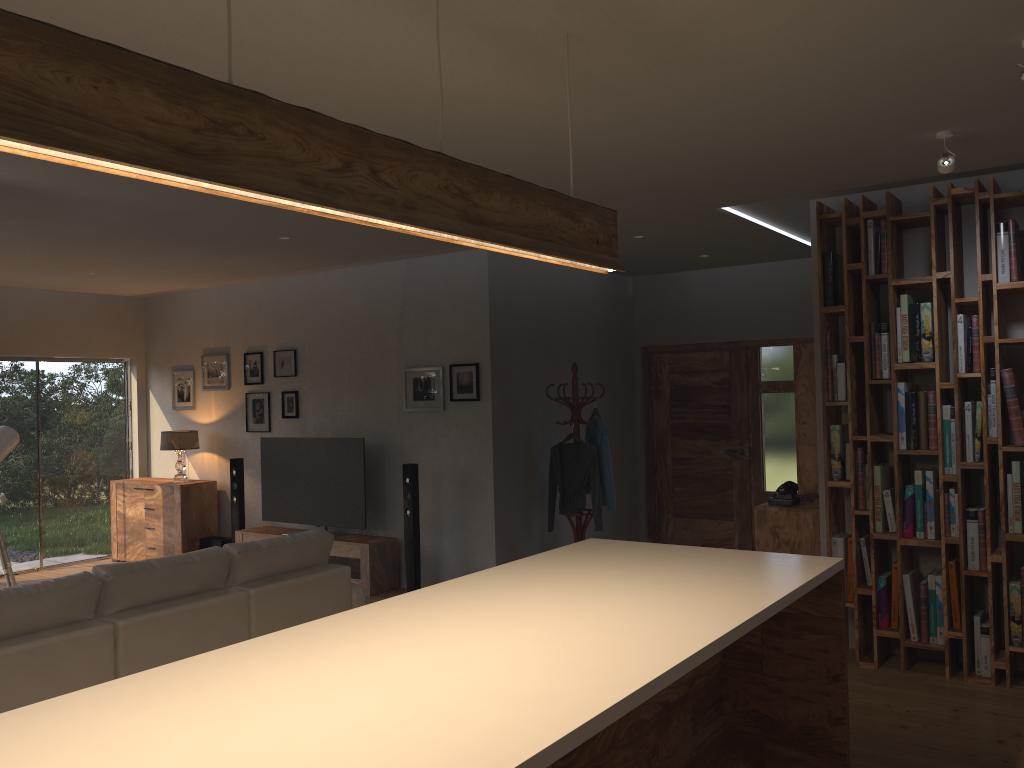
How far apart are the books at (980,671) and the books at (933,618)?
0.2 meters

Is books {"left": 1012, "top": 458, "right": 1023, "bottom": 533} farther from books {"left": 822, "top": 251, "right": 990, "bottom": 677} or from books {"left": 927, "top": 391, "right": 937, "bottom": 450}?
books {"left": 927, "top": 391, "right": 937, "bottom": 450}

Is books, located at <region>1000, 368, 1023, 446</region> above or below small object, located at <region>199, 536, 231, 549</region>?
above

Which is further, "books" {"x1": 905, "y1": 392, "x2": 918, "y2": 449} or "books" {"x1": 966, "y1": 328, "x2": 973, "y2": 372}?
"books" {"x1": 905, "y1": 392, "x2": 918, "y2": 449}

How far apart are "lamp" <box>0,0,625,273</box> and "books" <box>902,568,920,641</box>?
3.13m

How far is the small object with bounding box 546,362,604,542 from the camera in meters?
7.4

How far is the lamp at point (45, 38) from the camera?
1.4m

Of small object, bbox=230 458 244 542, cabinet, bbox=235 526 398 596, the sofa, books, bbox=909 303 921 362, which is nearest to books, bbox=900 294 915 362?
books, bbox=909 303 921 362

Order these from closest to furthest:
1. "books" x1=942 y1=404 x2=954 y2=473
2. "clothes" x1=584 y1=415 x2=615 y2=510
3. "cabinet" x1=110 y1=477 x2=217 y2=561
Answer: "books" x1=942 y1=404 x2=954 y2=473 < "clothes" x1=584 y1=415 x2=615 y2=510 < "cabinet" x1=110 y1=477 x2=217 y2=561

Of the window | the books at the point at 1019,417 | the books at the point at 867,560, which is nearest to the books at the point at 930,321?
the books at the point at 1019,417
